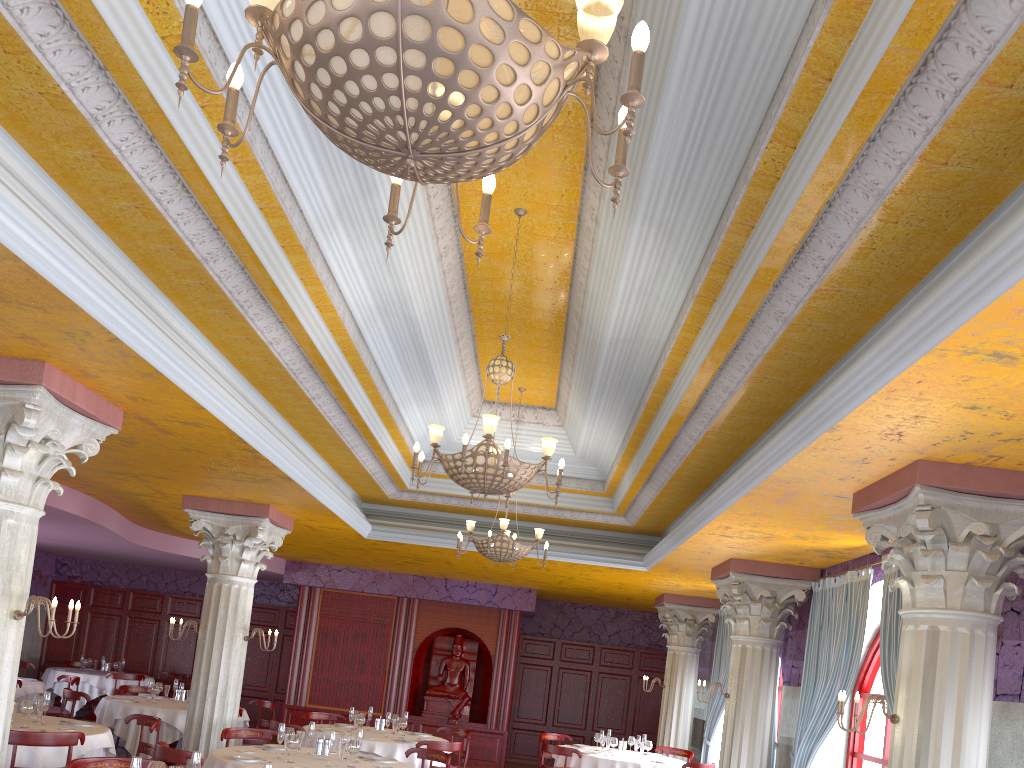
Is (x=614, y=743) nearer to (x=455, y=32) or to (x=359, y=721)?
(x=359, y=721)

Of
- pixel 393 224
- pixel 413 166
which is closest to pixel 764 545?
pixel 393 224

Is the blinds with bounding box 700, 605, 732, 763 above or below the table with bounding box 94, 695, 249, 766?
above

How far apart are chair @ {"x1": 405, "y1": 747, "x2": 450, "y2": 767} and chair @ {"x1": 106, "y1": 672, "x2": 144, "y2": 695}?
9.24m

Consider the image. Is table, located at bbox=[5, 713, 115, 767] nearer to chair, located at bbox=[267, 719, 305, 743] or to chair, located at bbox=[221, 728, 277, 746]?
chair, located at bbox=[221, 728, 277, 746]

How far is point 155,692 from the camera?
11.63m

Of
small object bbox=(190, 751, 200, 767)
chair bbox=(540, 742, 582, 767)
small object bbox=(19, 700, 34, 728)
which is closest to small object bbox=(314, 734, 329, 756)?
small object bbox=(19, 700, 34, 728)

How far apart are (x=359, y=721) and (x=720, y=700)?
5.72m

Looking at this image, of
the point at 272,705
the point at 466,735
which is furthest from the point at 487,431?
the point at 272,705

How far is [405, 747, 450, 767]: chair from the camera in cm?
864
